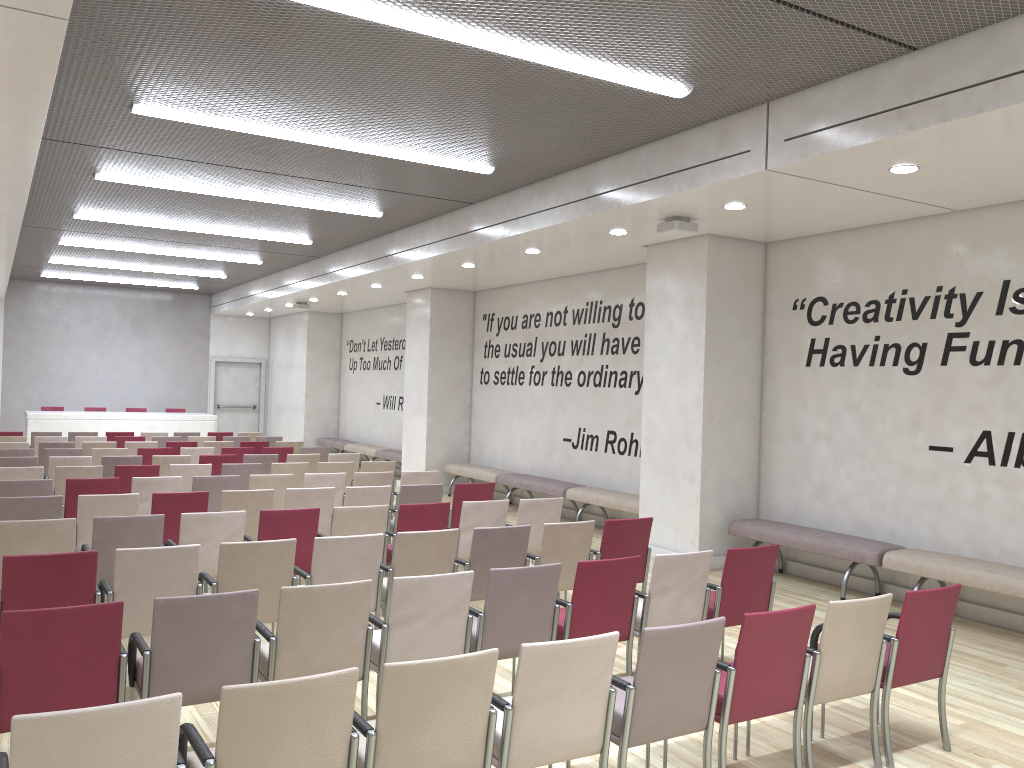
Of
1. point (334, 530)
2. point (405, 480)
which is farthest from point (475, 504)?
point (405, 480)

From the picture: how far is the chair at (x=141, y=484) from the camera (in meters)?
8.32

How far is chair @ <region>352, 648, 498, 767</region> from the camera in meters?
3.0 m

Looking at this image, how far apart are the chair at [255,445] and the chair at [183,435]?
2.5m

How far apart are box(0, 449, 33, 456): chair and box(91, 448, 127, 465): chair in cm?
73

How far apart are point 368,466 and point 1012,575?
6.9m

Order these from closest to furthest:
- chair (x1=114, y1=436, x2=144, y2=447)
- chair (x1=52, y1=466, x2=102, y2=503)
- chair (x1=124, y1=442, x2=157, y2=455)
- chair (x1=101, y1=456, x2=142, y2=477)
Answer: chair (x1=52, y1=466, x2=102, y2=503)
chair (x1=101, y1=456, x2=142, y2=477)
chair (x1=124, y1=442, x2=157, y2=455)
chair (x1=114, y1=436, x2=144, y2=447)

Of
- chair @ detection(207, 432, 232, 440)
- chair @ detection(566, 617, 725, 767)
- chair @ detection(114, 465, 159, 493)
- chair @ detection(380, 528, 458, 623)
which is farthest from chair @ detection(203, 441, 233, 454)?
chair @ detection(566, 617, 725, 767)

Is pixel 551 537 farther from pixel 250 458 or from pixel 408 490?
pixel 250 458

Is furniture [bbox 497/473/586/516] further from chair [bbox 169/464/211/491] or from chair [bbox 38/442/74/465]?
chair [bbox 38/442/74/465]
